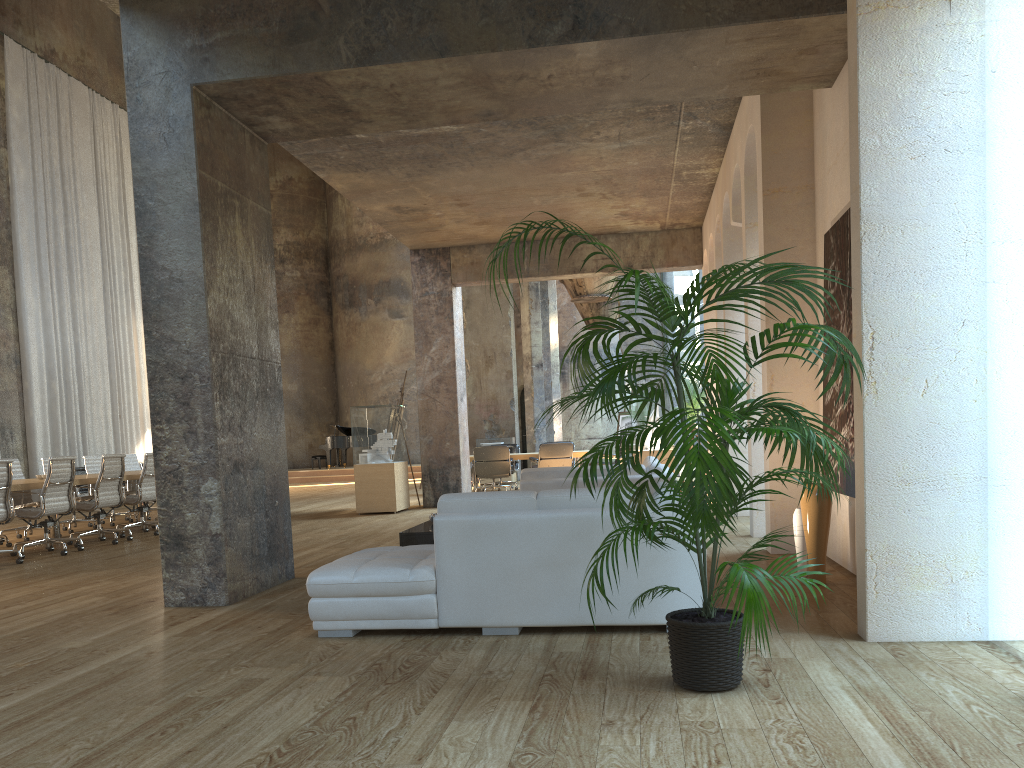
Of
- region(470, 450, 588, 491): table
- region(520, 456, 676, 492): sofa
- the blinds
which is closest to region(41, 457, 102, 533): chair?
the blinds

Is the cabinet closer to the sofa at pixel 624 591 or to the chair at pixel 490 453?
the sofa at pixel 624 591

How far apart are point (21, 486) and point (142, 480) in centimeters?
194cm

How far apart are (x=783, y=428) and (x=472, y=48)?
3.5 meters

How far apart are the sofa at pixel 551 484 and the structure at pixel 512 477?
10.4 meters

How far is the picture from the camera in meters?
5.5 m

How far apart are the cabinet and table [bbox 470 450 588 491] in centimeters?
907cm

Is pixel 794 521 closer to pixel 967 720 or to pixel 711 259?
pixel 967 720

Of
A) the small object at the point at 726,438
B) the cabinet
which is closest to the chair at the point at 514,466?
the cabinet

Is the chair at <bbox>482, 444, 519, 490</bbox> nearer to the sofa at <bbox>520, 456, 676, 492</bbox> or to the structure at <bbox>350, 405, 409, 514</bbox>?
the structure at <bbox>350, 405, 409, 514</bbox>
